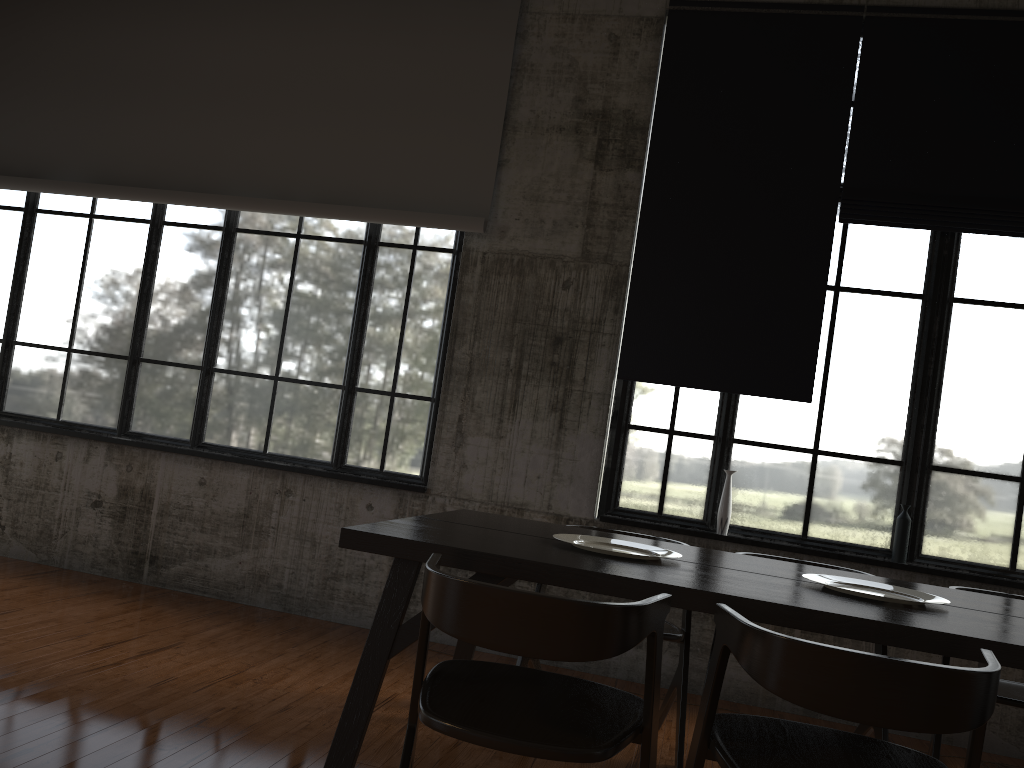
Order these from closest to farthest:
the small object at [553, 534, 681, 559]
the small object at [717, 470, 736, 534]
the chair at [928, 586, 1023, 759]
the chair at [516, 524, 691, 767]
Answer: the small object at [553, 534, 681, 559], the chair at [928, 586, 1023, 759], the chair at [516, 524, 691, 767], the small object at [717, 470, 736, 534]

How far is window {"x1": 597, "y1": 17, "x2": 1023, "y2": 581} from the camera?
5.32m

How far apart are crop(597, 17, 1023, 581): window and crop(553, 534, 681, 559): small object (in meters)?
1.94

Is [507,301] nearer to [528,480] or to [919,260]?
[528,480]

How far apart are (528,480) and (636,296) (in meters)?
1.39

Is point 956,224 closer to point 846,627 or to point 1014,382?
point 1014,382

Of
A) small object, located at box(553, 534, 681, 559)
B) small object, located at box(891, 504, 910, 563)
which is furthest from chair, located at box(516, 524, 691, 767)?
small object, located at box(891, 504, 910, 563)

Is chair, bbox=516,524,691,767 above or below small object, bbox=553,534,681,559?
below

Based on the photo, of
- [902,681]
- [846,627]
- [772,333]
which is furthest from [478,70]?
[902,681]

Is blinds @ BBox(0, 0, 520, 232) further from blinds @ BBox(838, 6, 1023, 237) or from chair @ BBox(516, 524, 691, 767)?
chair @ BBox(516, 524, 691, 767)
